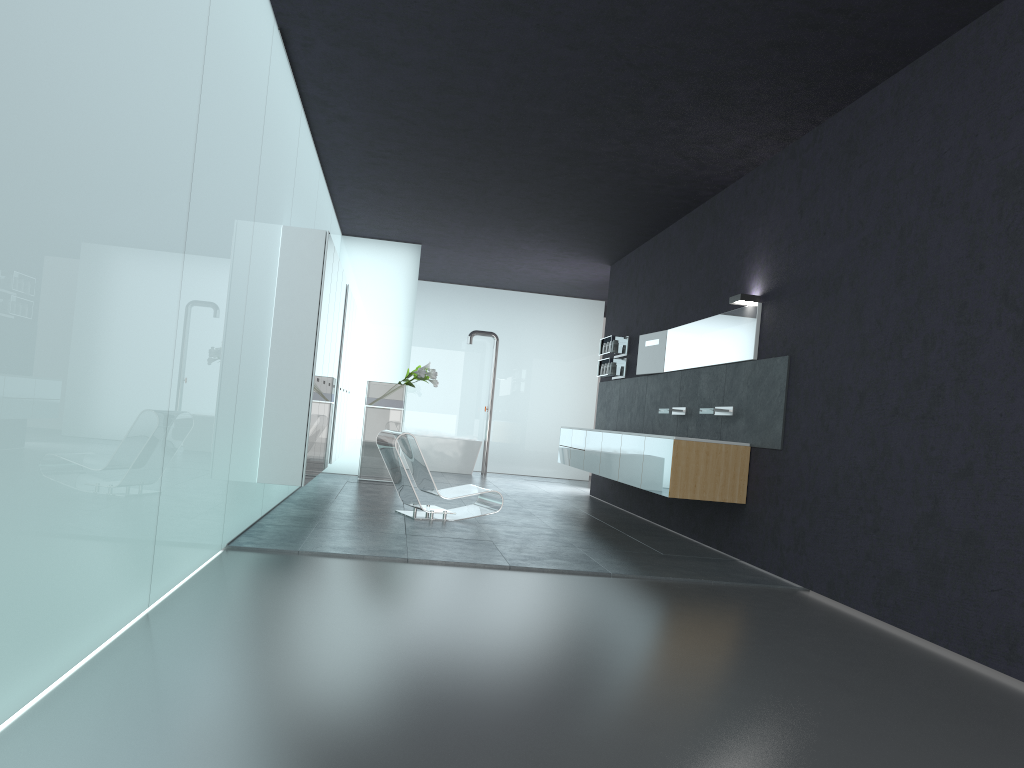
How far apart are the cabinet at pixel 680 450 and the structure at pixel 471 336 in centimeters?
426cm

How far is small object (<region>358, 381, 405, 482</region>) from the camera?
13.3m

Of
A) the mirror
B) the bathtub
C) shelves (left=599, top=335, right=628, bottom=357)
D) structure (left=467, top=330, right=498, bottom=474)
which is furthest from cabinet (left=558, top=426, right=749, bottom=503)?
structure (left=467, top=330, right=498, bottom=474)

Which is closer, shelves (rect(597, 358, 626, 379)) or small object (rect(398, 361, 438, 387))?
shelves (rect(597, 358, 626, 379))

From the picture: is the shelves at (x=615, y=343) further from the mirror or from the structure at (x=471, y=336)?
the structure at (x=471, y=336)

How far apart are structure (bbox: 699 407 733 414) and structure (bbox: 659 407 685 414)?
1.1m

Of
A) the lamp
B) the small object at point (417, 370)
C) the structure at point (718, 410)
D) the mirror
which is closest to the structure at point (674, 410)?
the mirror

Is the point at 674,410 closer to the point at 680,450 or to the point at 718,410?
the point at 718,410

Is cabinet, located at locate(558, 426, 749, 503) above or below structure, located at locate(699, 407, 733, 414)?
below

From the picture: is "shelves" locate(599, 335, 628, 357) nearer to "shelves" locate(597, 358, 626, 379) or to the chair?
"shelves" locate(597, 358, 626, 379)
